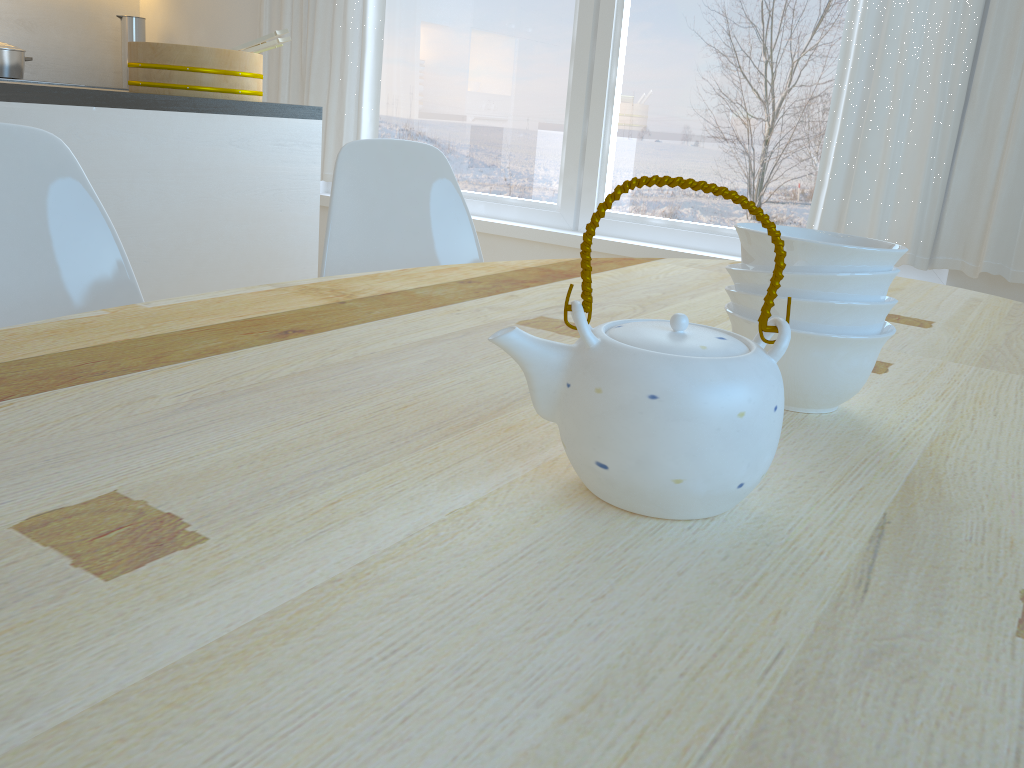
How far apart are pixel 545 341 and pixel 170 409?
0.3m

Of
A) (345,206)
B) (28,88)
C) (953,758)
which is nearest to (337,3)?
(28,88)

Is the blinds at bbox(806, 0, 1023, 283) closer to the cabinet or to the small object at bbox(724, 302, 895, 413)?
the cabinet

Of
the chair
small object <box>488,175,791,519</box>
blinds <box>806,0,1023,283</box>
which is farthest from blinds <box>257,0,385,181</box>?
small object <box>488,175,791,519</box>

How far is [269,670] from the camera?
0.39m

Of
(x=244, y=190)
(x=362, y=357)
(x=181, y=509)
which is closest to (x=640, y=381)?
(x=181, y=509)

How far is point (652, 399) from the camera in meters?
0.5

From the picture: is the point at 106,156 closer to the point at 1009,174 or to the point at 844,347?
the point at 844,347

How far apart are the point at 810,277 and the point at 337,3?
3.5 meters

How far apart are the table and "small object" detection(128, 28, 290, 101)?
1.4m
